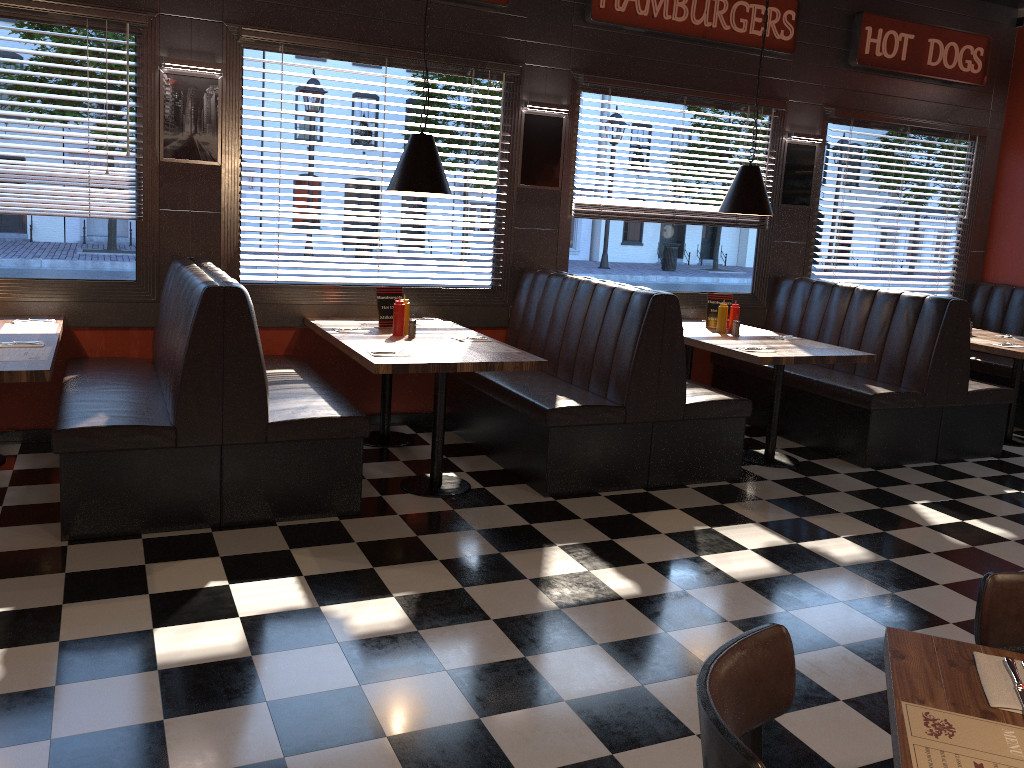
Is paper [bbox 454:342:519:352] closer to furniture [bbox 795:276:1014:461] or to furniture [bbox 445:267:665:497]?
furniture [bbox 445:267:665:497]

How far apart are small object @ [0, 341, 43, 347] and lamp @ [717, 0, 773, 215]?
4.3 meters

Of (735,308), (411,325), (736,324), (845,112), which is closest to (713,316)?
(735,308)

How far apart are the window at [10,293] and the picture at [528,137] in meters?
2.4 m

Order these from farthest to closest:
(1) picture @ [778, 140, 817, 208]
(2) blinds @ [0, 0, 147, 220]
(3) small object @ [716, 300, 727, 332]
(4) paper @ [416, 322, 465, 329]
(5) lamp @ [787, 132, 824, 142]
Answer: (1) picture @ [778, 140, 817, 208] → (5) lamp @ [787, 132, 824, 142] → (3) small object @ [716, 300, 727, 332] → (4) paper @ [416, 322, 465, 329] → (2) blinds @ [0, 0, 147, 220]

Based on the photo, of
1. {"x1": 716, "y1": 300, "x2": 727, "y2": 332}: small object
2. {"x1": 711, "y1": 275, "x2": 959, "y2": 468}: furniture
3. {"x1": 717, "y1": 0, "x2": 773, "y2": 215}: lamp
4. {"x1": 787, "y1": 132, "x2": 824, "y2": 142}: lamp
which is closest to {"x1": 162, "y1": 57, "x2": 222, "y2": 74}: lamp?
{"x1": 717, "y1": 0, "x2": 773, "y2": 215}: lamp

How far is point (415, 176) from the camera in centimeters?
497cm

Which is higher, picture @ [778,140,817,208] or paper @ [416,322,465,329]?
picture @ [778,140,817,208]

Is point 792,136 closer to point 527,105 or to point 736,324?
point 736,324

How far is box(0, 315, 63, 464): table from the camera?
3.70m
